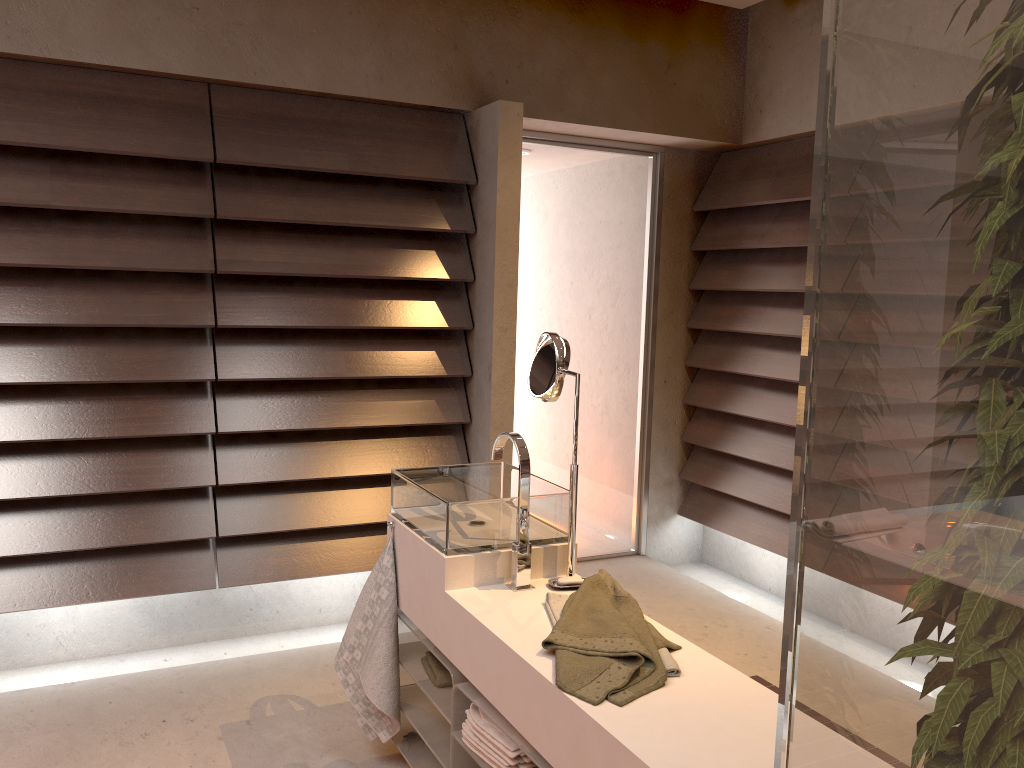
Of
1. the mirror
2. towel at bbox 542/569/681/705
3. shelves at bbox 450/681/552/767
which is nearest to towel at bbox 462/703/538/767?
shelves at bbox 450/681/552/767

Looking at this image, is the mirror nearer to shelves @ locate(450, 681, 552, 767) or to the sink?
the sink

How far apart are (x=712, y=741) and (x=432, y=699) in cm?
92

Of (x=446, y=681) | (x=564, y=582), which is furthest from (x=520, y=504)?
(x=446, y=681)

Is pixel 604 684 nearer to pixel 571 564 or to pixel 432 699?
pixel 571 564

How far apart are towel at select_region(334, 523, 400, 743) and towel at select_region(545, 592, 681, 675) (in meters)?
0.53

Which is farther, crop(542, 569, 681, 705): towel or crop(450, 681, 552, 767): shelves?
crop(450, 681, 552, 767): shelves

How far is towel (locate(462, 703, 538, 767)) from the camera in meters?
1.8 m

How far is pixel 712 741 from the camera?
1.4m

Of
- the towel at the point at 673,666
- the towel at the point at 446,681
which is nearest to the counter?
the towel at the point at 673,666
